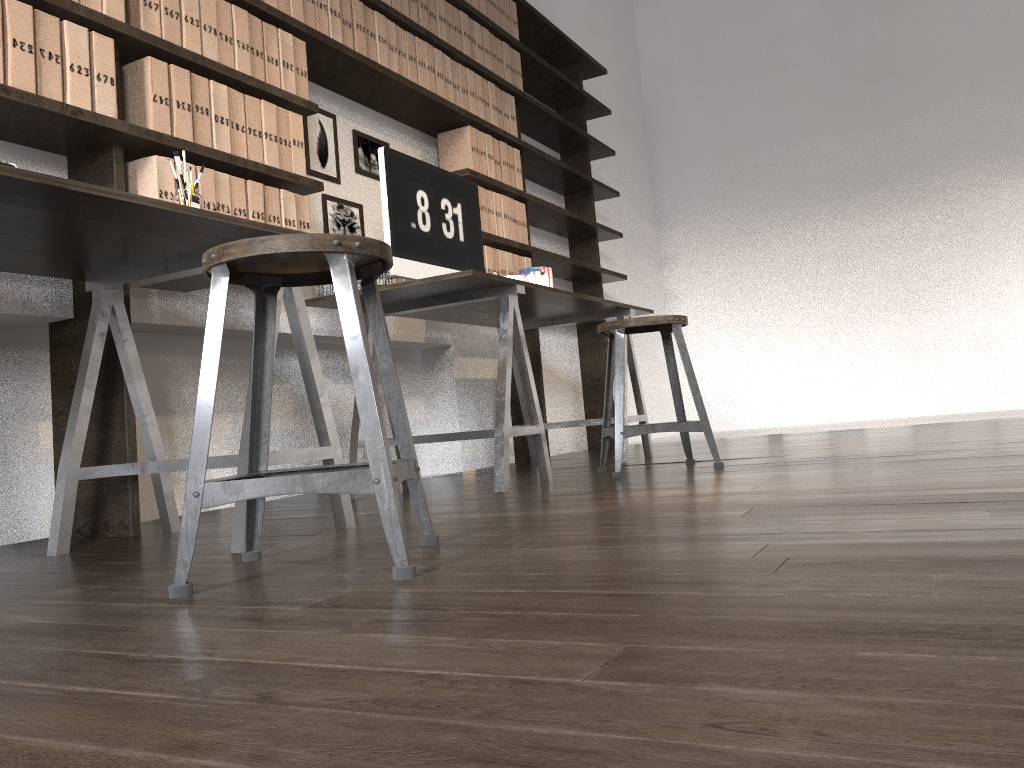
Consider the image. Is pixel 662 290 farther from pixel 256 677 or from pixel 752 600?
pixel 256 677

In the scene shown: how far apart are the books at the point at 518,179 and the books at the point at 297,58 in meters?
1.6

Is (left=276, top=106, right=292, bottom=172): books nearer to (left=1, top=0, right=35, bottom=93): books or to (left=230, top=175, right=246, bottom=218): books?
(left=230, top=175, right=246, bottom=218): books

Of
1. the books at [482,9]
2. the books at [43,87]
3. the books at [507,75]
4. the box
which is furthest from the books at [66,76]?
the books at [507,75]

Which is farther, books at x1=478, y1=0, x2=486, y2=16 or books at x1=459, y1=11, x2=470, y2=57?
books at x1=478, y1=0, x2=486, y2=16

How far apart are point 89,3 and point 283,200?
0.8m

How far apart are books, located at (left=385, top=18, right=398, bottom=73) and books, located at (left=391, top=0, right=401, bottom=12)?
0.1 meters

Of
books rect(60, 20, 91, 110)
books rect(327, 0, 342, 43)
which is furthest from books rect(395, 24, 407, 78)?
books rect(60, 20, 91, 110)

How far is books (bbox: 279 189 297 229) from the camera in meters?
2.8

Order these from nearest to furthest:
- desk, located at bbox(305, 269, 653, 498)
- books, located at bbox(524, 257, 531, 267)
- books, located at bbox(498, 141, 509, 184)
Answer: desk, located at bbox(305, 269, 653, 498)
books, located at bbox(498, 141, 509, 184)
books, located at bbox(524, 257, 531, 267)
